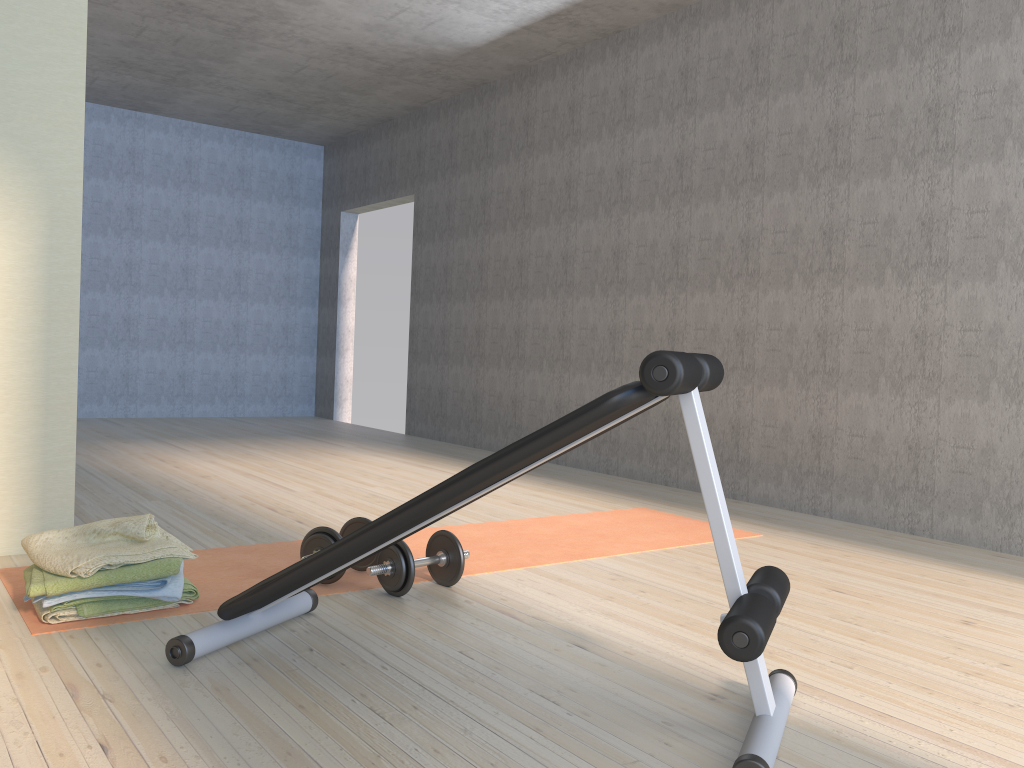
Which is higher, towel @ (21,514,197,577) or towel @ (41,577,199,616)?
towel @ (21,514,197,577)

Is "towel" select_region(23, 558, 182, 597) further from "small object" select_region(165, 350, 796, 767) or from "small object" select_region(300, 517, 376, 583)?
"small object" select_region(300, 517, 376, 583)

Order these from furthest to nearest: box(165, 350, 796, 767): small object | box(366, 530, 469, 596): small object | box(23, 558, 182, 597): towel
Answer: box(366, 530, 469, 596): small object, box(23, 558, 182, 597): towel, box(165, 350, 796, 767): small object

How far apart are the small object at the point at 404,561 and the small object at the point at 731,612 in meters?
0.2

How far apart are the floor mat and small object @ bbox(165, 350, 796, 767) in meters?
0.2 m

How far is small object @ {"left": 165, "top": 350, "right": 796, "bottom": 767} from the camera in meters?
1.6

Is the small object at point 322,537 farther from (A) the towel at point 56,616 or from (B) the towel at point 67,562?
(A) the towel at point 56,616

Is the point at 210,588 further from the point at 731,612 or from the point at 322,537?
the point at 731,612

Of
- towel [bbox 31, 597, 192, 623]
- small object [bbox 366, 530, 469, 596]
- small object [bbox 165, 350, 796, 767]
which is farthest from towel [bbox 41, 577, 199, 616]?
small object [bbox 366, 530, 469, 596]

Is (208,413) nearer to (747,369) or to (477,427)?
(477,427)
